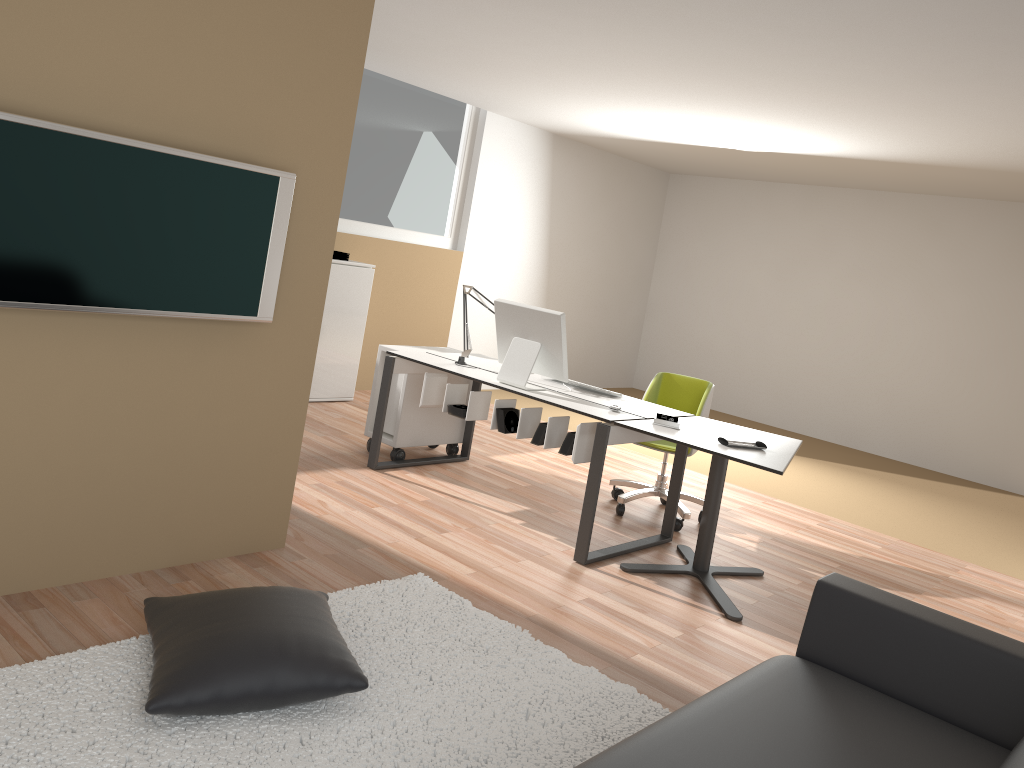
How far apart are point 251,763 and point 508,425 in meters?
2.5

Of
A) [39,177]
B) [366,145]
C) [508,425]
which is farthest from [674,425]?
[366,145]

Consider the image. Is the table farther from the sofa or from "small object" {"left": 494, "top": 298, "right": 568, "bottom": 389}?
the sofa

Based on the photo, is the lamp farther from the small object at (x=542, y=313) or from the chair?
the chair

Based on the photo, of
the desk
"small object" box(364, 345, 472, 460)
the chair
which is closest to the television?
the desk

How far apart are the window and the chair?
3.1 meters

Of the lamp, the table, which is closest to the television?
the table

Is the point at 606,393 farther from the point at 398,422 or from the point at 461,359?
the point at 398,422

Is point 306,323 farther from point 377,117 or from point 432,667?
point 377,117

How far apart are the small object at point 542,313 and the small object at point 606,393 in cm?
35
